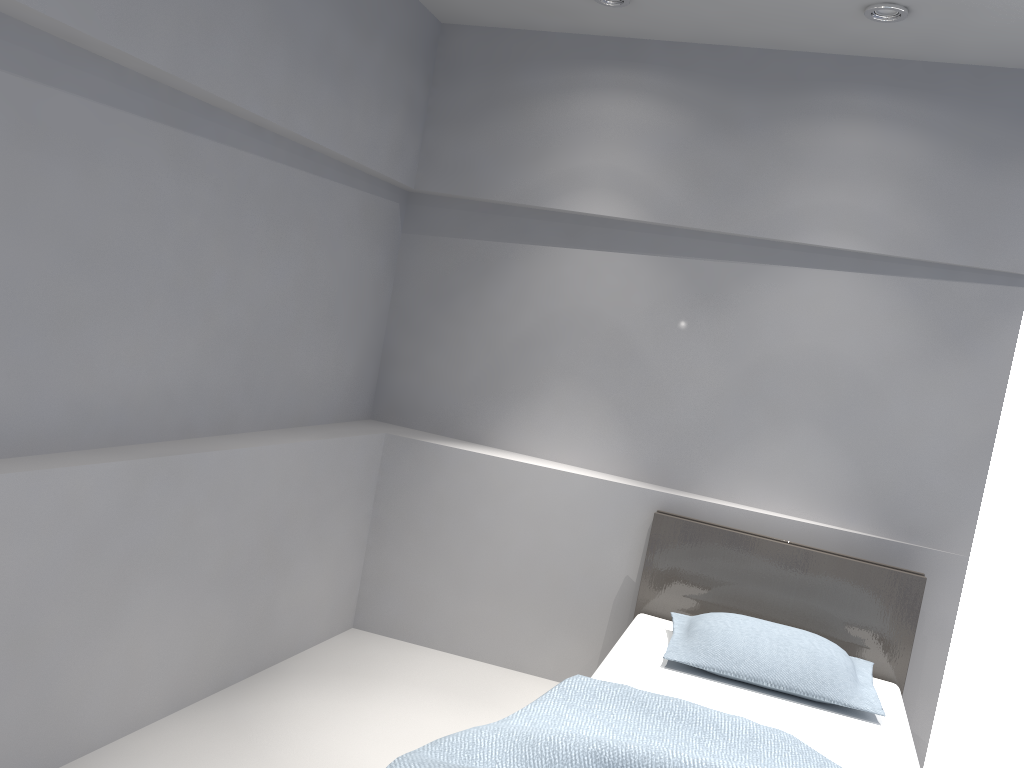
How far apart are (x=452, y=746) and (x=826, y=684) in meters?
1.4 m

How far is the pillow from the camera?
2.9 meters

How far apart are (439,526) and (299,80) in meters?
1.9 m

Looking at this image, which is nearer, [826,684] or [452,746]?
[452,746]

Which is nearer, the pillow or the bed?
the bed

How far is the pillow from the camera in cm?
291

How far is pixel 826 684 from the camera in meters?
2.9

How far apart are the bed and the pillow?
0.0m

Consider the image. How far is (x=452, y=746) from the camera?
2.12m

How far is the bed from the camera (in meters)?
2.12
